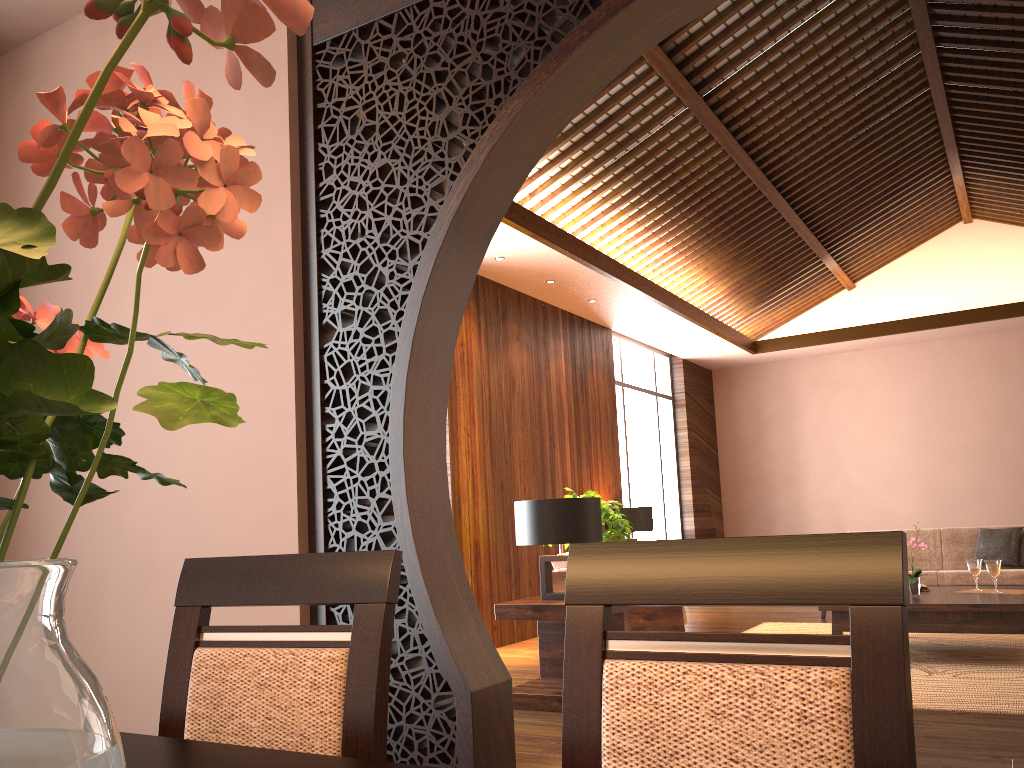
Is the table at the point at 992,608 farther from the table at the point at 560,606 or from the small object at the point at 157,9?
the small object at the point at 157,9

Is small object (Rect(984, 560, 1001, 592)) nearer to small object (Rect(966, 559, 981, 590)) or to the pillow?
small object (Rect(966, 559, 981, 590))

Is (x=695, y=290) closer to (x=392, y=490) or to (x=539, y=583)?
(x=539, y=583)

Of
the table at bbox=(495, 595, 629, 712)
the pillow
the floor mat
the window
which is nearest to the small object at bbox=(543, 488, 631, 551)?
the floor mat

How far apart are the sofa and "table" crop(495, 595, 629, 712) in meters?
3.6 m

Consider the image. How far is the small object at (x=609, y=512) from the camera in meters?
6.1 m

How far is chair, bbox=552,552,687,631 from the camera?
5.0m

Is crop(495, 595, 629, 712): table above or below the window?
below

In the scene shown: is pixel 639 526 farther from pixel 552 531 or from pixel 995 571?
pixel 552 531

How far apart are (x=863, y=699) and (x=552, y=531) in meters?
3.5
